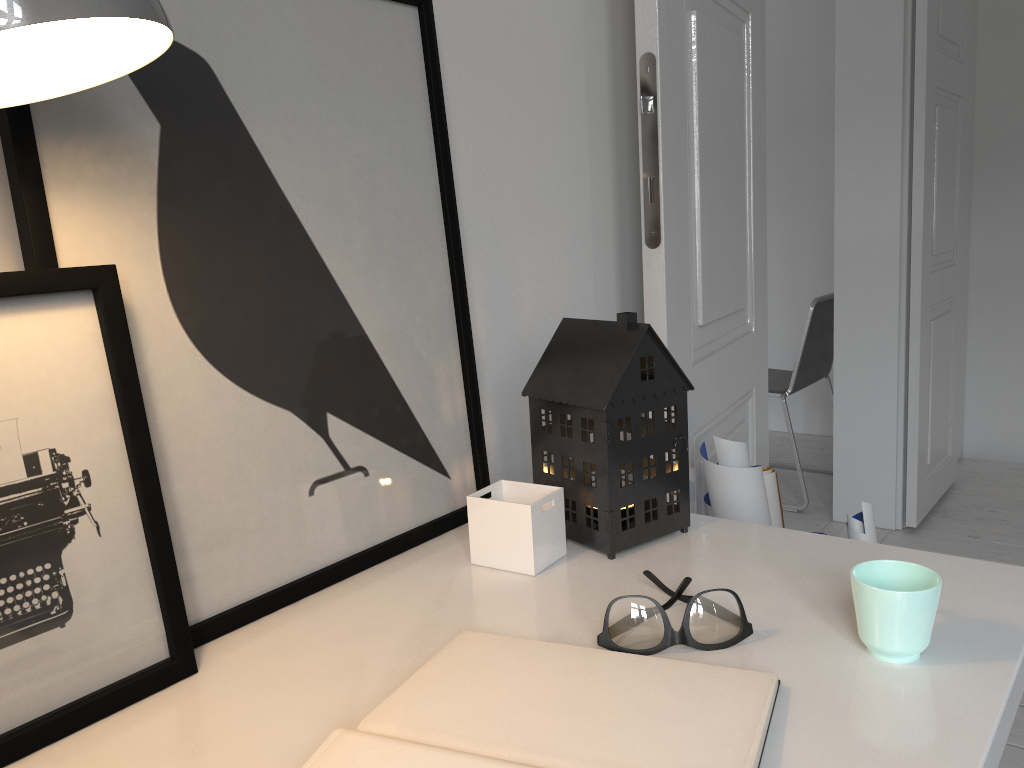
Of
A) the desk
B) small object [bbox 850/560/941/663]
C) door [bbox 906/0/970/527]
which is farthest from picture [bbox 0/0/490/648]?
door [bbox 906/0/970/527]

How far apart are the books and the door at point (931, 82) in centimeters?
258cm

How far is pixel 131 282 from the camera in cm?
73

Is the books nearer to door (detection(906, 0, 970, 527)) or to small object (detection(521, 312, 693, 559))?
small object (detection(521, 312, 693, 559))

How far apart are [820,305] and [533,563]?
2.7m

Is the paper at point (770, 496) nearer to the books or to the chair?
the books

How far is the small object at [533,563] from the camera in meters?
0.9 m

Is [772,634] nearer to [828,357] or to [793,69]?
[828,357]

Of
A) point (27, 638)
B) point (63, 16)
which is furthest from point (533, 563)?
Result: point (63, 16)

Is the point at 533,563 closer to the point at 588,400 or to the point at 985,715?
the point at 588,400
